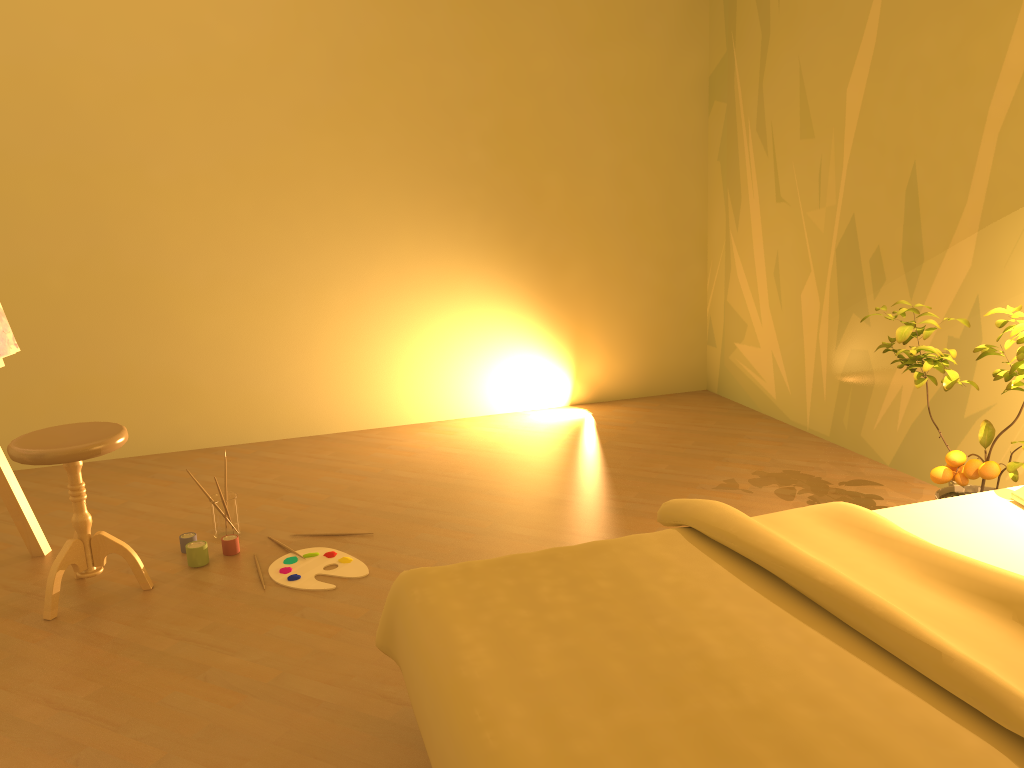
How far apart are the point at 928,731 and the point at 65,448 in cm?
241

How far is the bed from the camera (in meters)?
1.37

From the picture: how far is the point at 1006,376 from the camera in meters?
2.6

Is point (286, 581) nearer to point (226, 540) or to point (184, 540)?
point (226, 540)

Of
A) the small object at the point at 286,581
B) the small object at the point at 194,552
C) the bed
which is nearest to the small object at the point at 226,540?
the small object at the point at 194,552

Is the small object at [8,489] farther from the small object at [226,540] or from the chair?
the small object at [226,540]

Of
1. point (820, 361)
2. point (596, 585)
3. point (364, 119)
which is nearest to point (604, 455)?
point (820, 361)

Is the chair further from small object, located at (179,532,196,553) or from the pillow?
the pillow

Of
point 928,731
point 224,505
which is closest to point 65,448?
point 224,505

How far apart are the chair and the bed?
1.3 meters
